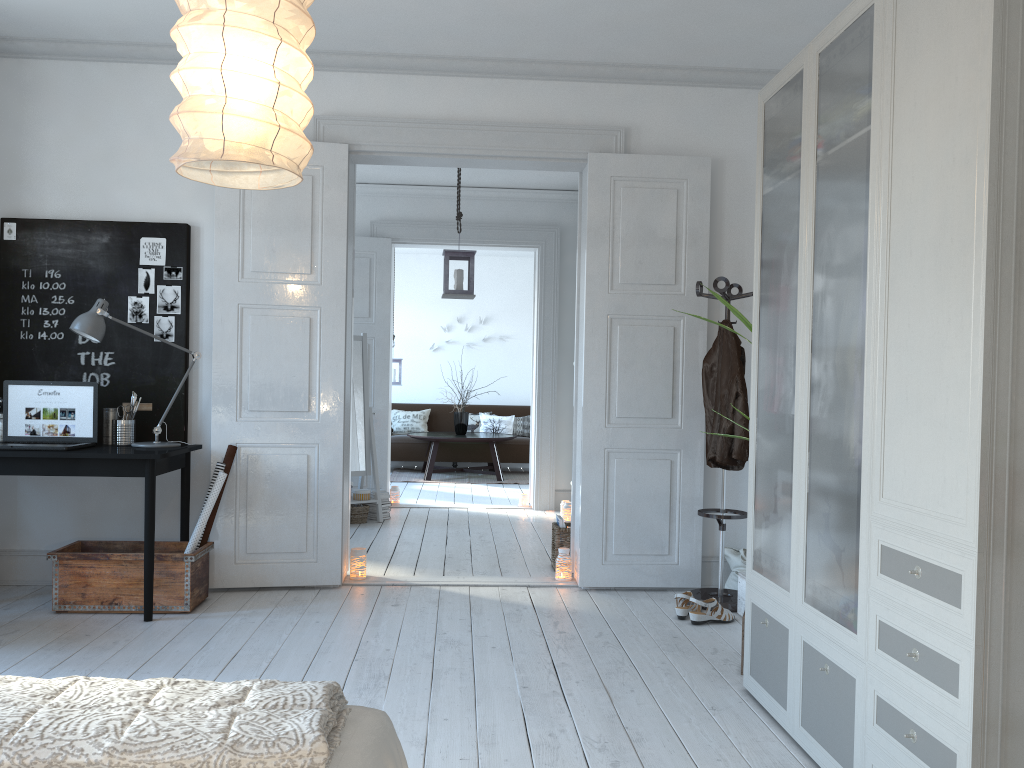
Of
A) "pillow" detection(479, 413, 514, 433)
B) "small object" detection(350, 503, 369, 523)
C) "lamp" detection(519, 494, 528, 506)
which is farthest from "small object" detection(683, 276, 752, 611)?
"pillow" detection(479, 413, 514, 433)

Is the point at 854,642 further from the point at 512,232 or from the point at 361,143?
the point at 512,232

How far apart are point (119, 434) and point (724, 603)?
3.1 meters

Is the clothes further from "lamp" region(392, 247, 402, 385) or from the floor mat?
"lamp" region(392, 247, 402, 385)

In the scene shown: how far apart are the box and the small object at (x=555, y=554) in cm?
121

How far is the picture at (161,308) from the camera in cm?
464

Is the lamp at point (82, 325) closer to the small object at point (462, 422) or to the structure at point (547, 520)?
the structure at point (547, 520)

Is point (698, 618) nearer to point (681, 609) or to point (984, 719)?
point (681, 609)

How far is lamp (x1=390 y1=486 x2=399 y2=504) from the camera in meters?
7.9

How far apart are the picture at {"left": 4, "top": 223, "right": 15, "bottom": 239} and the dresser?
3.7m
